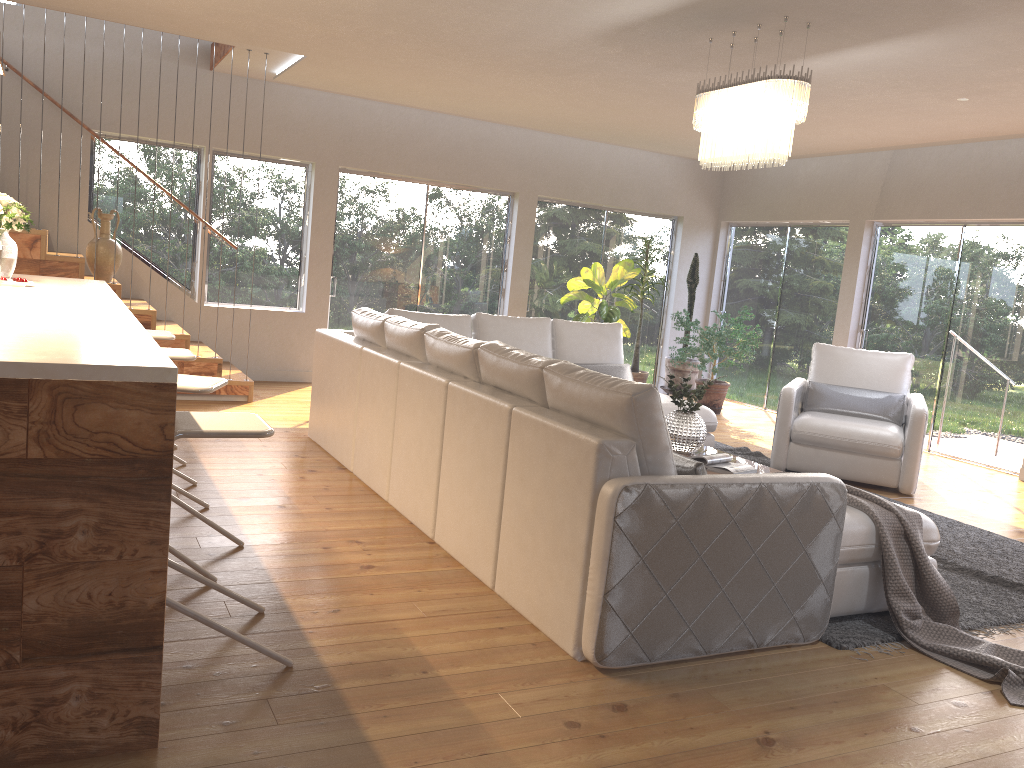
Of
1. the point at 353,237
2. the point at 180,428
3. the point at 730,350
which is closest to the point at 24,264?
the point at 353,237

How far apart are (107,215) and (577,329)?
3.71m

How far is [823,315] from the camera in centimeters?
944cm

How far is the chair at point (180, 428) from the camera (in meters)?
2.59

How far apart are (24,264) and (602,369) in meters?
4.3

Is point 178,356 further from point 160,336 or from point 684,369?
point 684,369

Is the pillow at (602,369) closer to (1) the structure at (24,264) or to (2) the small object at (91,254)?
(1) the structure at (24,264)

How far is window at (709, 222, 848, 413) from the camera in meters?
9.4

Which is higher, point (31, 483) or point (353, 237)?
point (353, 237)

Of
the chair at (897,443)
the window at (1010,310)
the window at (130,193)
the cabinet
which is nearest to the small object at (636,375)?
the window at (1010,310)
